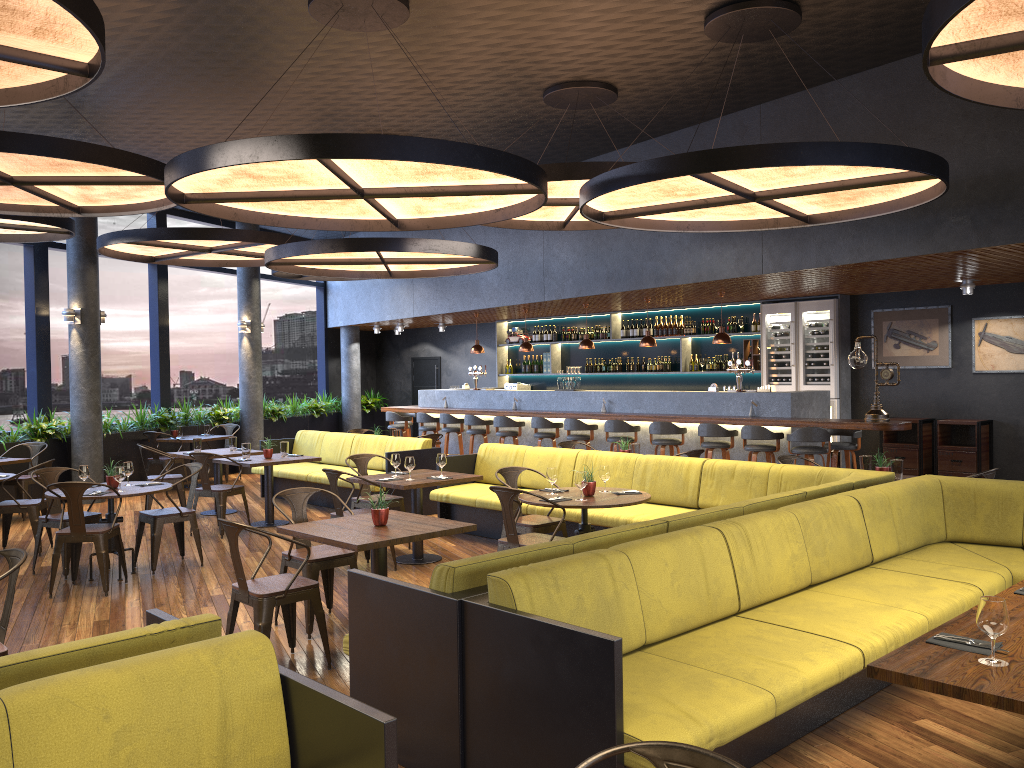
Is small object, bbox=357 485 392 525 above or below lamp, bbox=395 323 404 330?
below

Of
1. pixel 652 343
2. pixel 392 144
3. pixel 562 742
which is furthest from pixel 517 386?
pixel 562 742

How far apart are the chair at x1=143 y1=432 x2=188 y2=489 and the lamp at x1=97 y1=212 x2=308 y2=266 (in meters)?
2.54

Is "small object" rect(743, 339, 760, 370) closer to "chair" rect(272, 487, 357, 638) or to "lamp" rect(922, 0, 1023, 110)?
"chair" rect(272, 487, 357, 638)

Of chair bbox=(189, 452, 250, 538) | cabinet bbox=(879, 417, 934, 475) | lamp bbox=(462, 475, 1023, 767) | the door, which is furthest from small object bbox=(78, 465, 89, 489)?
the door

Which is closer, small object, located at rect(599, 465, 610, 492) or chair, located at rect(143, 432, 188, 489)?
small object, located at rect(599, 465, 610, 492)

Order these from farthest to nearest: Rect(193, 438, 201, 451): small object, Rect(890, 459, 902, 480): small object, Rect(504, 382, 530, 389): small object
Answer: Rect(504, 382, 530, 389): small object
Rect(193, 438, 201, 451): small object
Rect(890, 459, 902, 480): small object

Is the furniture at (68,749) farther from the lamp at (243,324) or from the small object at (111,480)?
the lamp at (243,324)

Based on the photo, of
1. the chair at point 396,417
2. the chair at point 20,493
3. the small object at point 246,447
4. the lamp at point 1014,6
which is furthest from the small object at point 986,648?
the chair at point 396,417

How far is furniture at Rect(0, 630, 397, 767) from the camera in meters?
2.3
